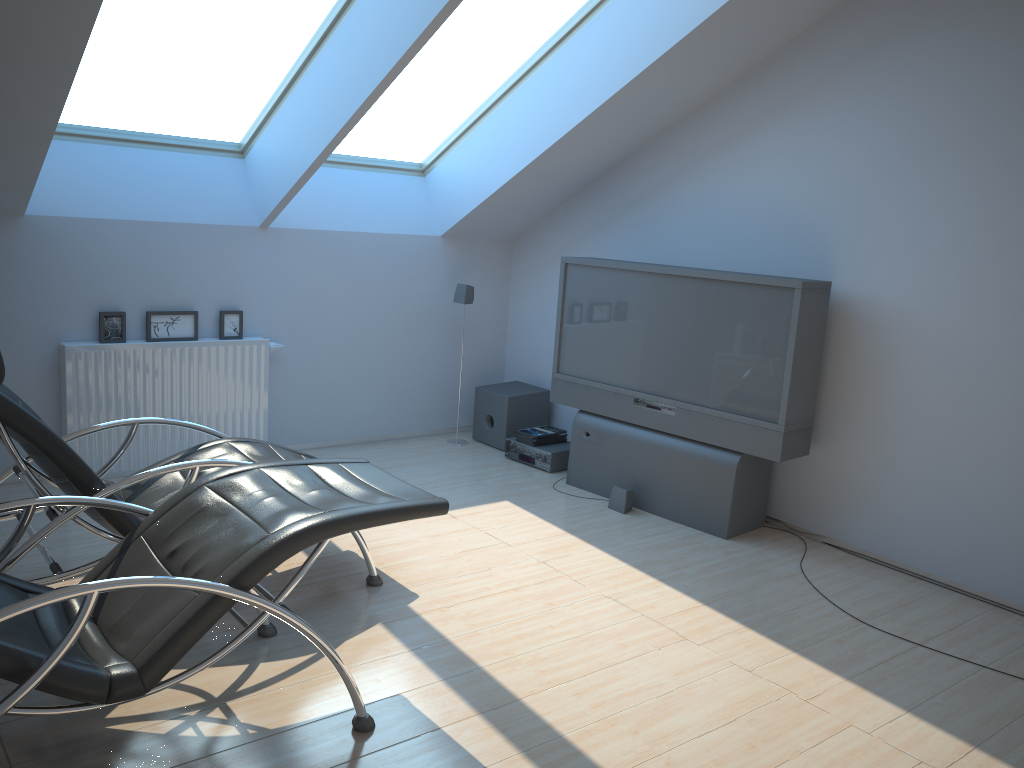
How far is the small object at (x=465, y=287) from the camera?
6.33m

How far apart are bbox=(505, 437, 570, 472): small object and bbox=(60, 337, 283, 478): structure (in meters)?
1.65

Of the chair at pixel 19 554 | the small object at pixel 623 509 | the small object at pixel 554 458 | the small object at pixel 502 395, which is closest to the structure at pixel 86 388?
the chair at pixel 19 554

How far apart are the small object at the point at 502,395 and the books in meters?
0.2 m

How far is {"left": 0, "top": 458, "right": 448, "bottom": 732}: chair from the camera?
2.3 meters

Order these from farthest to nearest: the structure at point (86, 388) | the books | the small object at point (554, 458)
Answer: the books
the small object at point (554, 458)
the structure at point (86, 388)

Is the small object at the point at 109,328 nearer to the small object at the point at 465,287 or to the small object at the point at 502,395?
the small object at the point at 465,287

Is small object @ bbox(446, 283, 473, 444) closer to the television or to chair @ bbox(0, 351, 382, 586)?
the television

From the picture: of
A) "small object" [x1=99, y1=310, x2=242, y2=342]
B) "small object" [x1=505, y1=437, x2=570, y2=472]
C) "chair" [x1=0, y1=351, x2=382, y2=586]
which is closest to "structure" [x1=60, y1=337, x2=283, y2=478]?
"small object" [x1=99, y1=310, x2=242, y2=342]

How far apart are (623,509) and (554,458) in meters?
0.9 m
